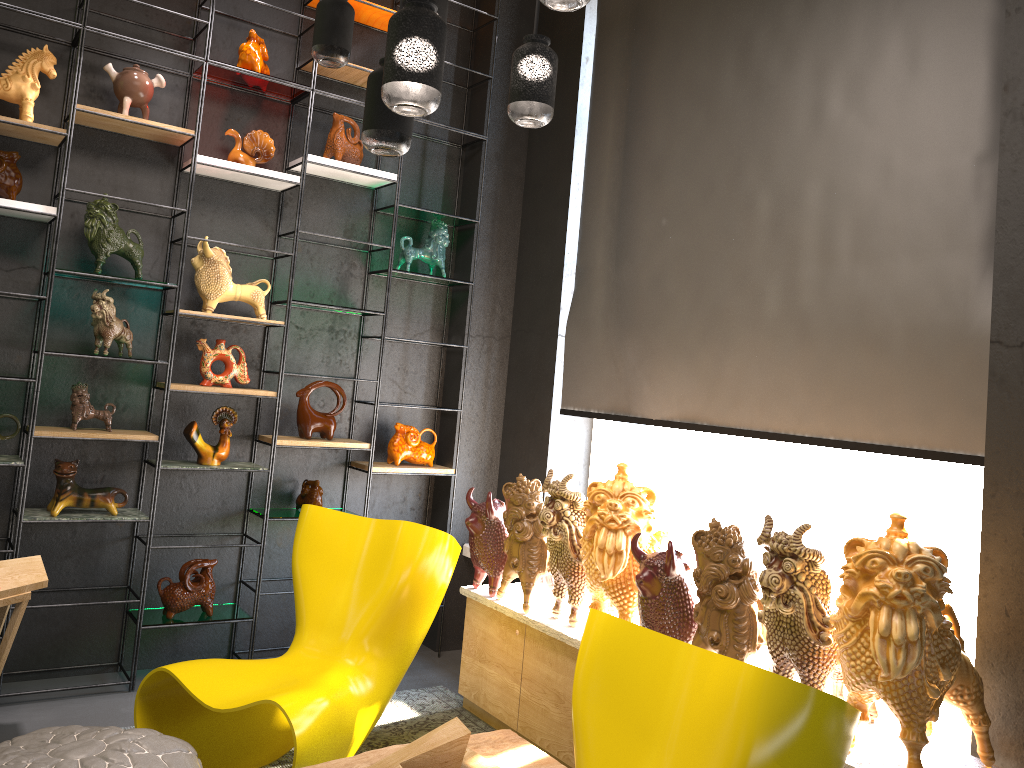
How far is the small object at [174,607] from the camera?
3.9 meters

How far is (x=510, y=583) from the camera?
4.08m

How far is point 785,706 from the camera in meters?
1.8

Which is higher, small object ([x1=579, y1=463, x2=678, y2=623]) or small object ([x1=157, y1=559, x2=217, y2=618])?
small object ([x1=579, y1=463, x2=678, y2=623])

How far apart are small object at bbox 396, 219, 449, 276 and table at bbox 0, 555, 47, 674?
2.16m

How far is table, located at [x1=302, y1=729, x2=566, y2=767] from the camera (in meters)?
2.63

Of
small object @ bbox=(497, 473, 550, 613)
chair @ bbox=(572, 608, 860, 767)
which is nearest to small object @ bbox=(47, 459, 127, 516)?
small object @ bbox=(497, 473, 550, 613)

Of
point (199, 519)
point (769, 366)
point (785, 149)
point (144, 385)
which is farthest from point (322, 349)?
point (785, 149)

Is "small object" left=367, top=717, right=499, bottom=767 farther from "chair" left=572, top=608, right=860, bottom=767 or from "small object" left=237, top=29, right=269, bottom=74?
"small object" left=237, top=29, right=269, bottom=74

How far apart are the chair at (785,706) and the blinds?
1.1m
